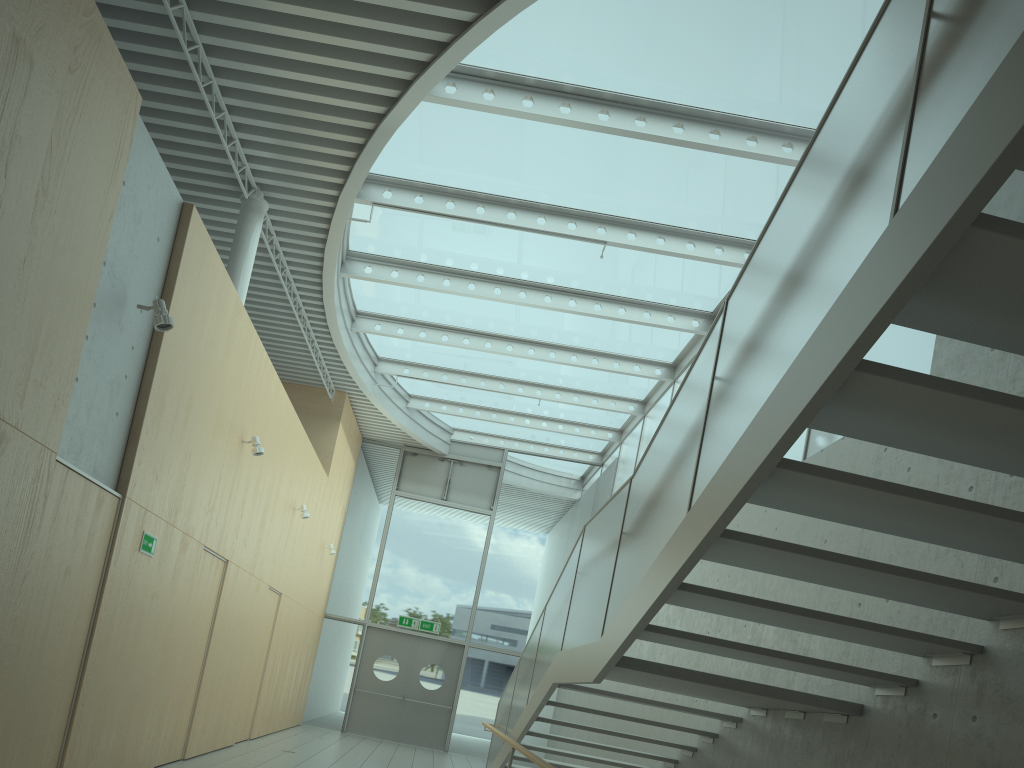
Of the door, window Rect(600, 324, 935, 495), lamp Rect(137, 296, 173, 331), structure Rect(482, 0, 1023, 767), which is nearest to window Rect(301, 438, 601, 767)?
the door

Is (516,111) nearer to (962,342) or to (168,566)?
(962,342)

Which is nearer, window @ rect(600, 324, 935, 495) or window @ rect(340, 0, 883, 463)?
window @ rect(600, 324, 935, 495)

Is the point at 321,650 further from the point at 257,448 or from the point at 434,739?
the point at 257,448

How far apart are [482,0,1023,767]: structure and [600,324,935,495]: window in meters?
1.8

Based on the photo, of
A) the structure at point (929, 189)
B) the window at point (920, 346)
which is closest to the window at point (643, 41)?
the window at point (920, 346)

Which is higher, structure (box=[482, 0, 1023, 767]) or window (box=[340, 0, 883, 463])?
window (box=[340, 0, 883, 463])

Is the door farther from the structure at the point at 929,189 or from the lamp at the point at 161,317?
the lamp at the point at 161,317

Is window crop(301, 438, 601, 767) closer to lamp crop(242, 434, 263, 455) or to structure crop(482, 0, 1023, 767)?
structure crop(482, 0, 1023, 767)

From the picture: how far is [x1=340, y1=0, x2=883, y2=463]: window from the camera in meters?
6.8
